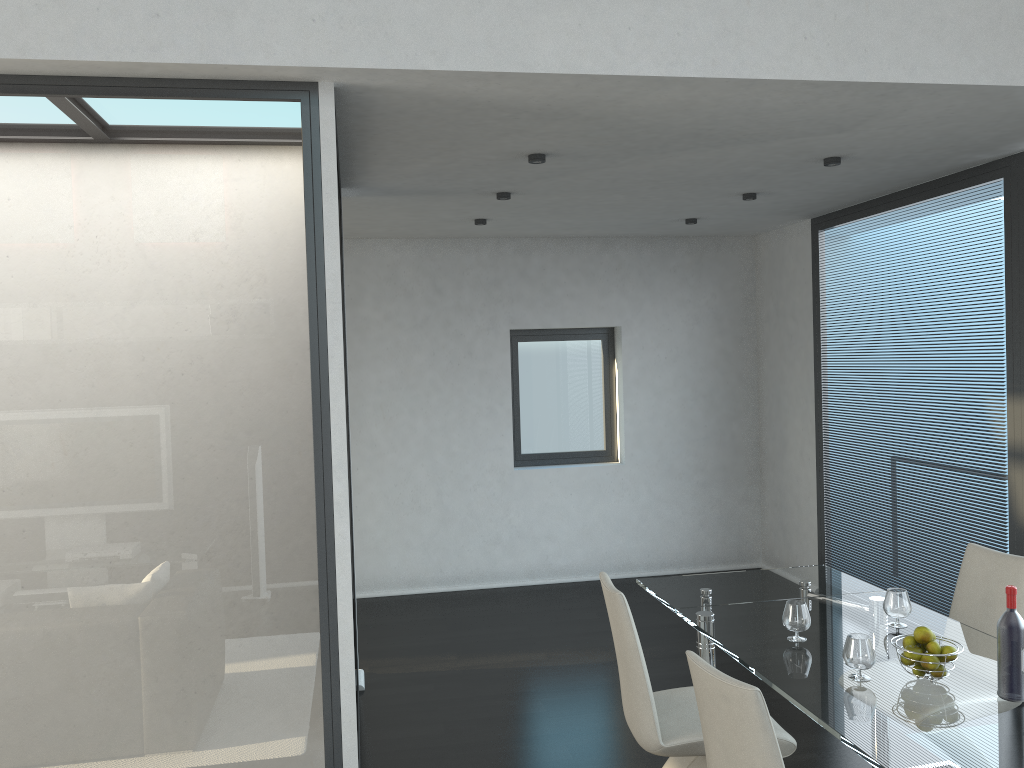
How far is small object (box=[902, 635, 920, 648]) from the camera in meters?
2.7

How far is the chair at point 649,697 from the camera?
3.0 meters

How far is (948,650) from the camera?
2.67m

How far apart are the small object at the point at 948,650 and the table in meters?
0.1 m

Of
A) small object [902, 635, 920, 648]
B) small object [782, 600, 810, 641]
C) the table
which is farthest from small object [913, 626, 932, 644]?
small object [782, 600, 810, 641]

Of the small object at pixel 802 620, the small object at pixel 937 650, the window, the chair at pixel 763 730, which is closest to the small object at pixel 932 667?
A: the small object at pixel 937 650

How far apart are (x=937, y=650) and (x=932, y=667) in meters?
0.1

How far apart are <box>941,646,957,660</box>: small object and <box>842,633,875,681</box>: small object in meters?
0.2

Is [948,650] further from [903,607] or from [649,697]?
[649,697]

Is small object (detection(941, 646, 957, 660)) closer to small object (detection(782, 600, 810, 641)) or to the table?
the table
